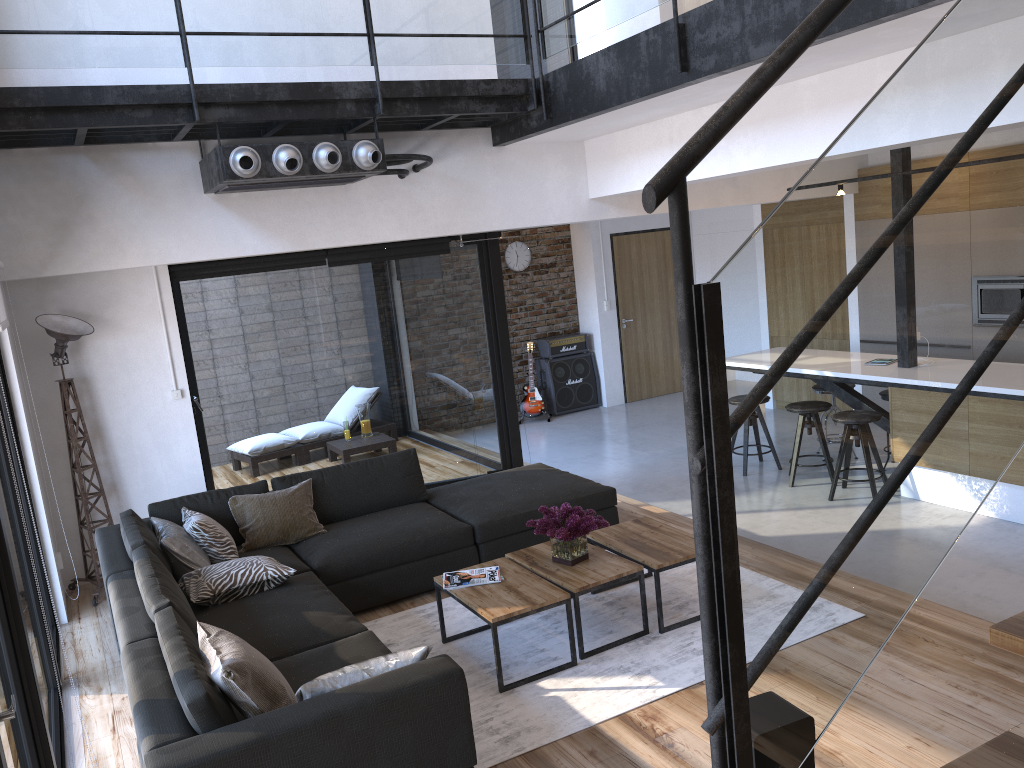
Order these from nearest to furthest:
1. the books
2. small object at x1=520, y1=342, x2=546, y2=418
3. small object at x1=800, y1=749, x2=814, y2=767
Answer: small object at x1=800, y1=749, x2=814, y2=767 → the books → small object at x1=520, y1=342, x2=546, y2=418

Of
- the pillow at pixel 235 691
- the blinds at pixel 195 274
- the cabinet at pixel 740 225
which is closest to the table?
the pillow at pixel 235 691

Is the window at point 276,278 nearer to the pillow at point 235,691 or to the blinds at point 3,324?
the blinds at point 3,324

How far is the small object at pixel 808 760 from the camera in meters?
1.3 m

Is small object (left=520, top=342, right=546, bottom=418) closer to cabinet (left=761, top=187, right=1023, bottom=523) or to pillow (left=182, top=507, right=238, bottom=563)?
cabinet (left=761, top=187, right=1023, bottom=523)

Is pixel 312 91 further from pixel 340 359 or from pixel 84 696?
pixel 84 696

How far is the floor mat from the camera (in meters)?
3.60

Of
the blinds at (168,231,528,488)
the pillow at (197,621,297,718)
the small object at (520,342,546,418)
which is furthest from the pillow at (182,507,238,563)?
the small object at (520,342,546,418)

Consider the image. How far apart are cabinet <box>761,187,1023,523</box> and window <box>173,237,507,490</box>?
3.6m

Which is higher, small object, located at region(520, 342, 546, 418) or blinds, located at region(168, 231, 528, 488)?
blinds, located at region(168, 231, 528, 488)
